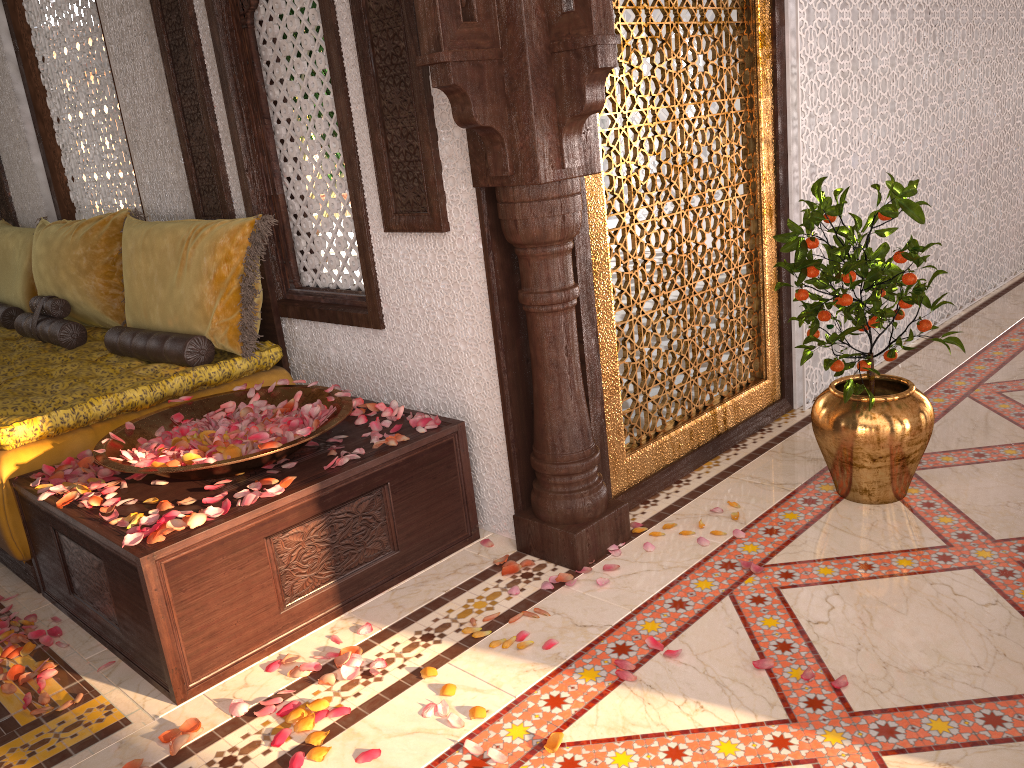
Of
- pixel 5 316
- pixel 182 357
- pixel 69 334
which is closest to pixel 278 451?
pixel 182 357

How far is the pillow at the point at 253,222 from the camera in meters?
3.2 m

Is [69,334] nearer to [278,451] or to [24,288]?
[24,288]

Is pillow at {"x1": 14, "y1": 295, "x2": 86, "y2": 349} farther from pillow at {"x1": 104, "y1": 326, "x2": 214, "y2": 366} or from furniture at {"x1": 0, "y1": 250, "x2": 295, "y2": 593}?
pillow at {"x1": 104, "y1": 326, "x2": 214, "y2": 366}

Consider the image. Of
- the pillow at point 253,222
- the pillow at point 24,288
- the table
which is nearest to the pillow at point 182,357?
the pillow at point 253,222

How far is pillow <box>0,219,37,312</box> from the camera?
4.6m

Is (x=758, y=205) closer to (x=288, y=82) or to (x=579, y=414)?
(x=579, y=414)

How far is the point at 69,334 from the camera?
3.9 meters

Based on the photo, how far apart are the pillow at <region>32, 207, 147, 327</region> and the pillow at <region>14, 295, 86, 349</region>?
0.03m

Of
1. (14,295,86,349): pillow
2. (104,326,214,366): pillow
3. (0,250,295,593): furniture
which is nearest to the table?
(0,250,295,593): furniture
